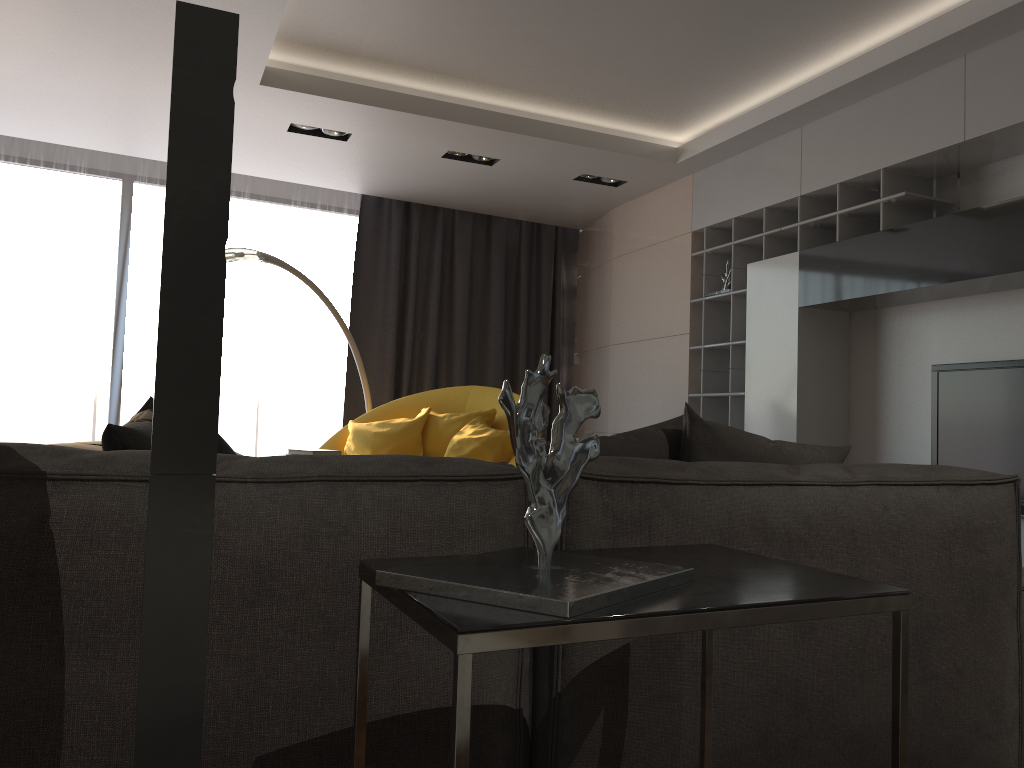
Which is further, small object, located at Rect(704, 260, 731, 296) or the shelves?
small object, located at Rect(704, 260, 731, 296)

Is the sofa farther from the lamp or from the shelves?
the lamp

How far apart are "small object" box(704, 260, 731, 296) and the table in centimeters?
424cm

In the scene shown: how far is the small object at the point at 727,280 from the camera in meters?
5.6 m

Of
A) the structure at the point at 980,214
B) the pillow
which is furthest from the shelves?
the pillow

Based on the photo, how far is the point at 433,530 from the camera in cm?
153

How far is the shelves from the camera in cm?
433

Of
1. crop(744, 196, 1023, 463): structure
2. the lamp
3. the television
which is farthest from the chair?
the television

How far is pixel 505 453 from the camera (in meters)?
5.31

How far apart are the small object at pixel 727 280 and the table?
4.24m
